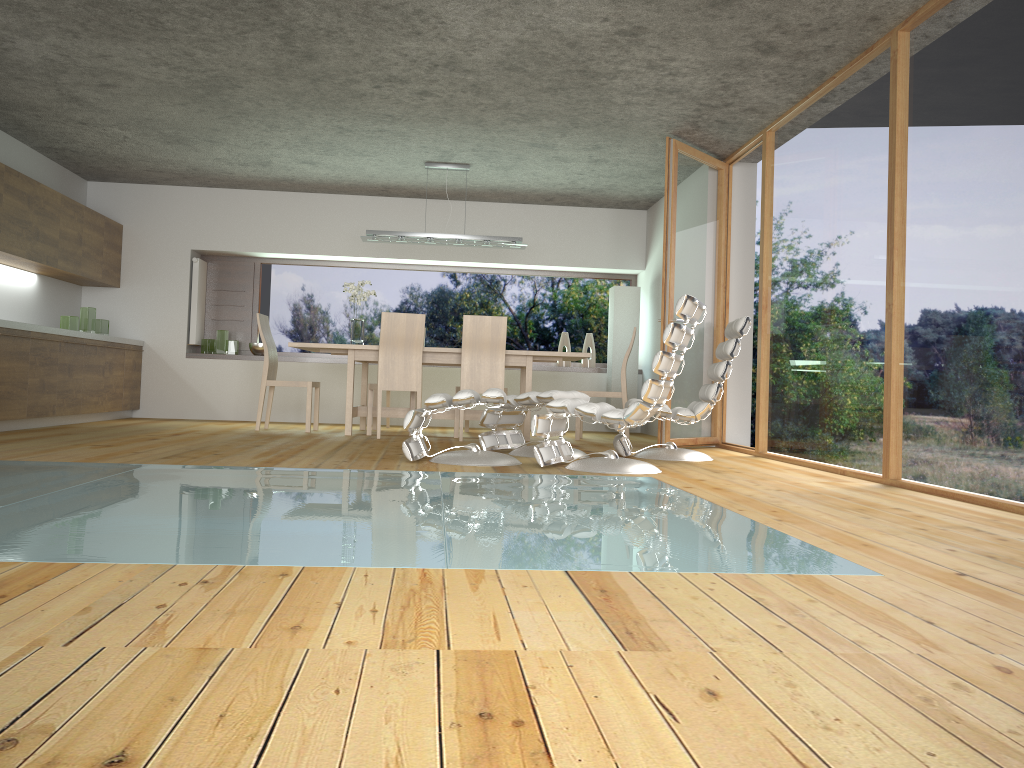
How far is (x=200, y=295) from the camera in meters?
9.5 m

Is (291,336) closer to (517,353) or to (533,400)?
(517,353)

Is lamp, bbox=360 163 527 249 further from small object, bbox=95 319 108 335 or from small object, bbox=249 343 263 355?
small object, bbox=95 319 108 335

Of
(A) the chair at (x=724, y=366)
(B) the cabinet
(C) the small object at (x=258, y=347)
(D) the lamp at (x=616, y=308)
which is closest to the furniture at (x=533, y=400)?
(A) the chair at (x=724, y=366)

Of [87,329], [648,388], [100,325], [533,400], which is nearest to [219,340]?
[100,325]

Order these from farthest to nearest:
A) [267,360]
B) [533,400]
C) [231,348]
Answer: [231,348] → [267,360] → [533,400]

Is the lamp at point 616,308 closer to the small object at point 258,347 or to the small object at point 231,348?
the small object at point 258,347

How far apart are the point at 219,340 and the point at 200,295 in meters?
0.5 m

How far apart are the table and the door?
0.8m

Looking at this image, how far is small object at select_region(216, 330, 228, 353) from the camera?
9.4 meters
